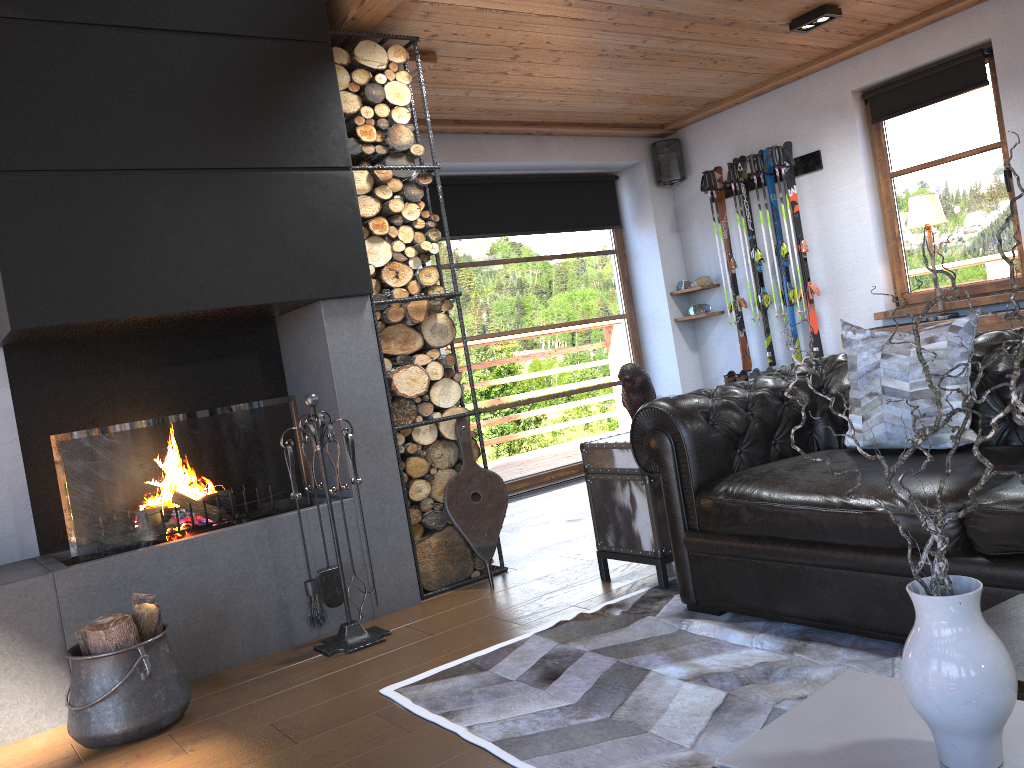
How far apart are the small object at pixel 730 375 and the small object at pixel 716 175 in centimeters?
13cm

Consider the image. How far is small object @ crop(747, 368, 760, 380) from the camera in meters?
6.7

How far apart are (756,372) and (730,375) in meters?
0.2 m

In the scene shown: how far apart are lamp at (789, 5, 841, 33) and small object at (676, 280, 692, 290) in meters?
2.5

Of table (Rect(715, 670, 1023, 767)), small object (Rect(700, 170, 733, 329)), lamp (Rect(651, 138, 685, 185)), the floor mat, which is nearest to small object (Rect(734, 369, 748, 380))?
small object (Rect(700, 170, 733, 329))

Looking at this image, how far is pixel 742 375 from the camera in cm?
679

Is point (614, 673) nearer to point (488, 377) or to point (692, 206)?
point (488, 377)

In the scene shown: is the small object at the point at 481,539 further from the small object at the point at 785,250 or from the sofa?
the small object at the point at 785,250

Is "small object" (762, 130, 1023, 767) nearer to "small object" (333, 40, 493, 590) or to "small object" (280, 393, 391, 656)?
"small object" (280, 393, 391, 656)

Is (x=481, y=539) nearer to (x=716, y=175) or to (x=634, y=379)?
(x=634, y=379)
